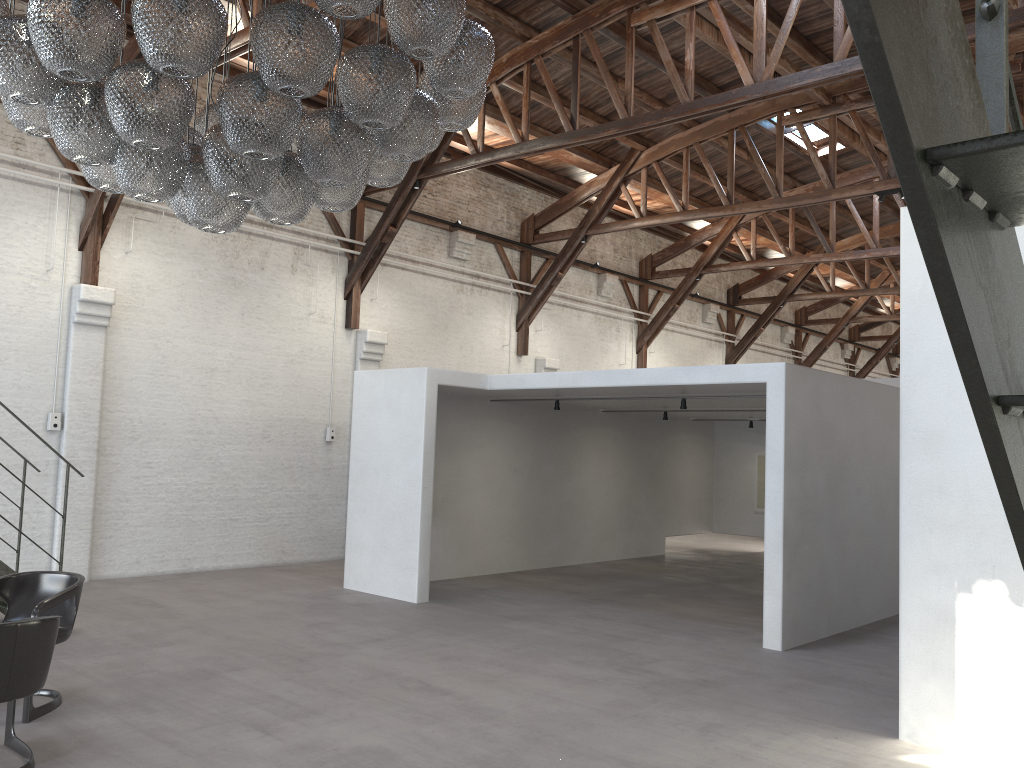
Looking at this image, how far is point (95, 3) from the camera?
3.47m

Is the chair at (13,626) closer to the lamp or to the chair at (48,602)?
the chair at (48,602)

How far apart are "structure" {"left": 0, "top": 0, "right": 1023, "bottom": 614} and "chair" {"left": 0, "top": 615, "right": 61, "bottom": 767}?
2.7 meters

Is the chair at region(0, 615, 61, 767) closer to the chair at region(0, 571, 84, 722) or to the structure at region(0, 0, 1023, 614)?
the chair at region(0, 571, 84, 722)

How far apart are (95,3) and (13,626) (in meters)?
2.78

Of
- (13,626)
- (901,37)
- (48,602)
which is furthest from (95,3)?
(901,37)

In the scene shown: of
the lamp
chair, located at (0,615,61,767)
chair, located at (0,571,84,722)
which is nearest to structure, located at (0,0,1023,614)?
chair, located at (0,571,84,722)

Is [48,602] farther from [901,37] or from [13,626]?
[901,37]

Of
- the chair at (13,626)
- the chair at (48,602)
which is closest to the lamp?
the chair at (13,626)

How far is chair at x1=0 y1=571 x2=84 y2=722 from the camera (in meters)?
5.17
